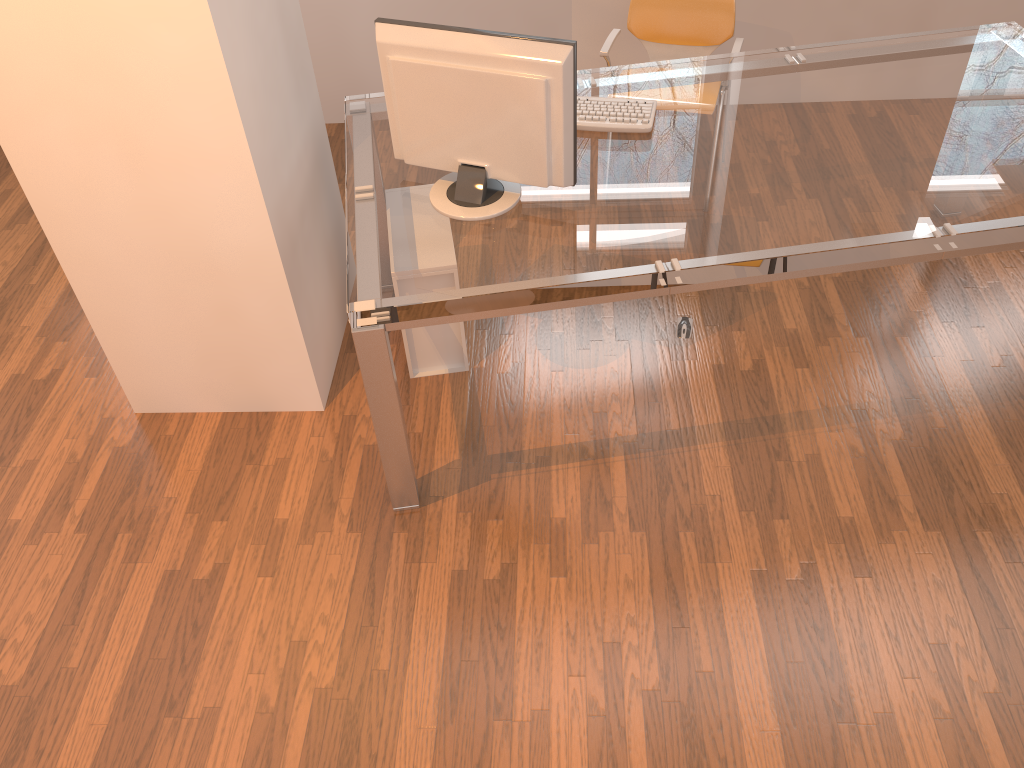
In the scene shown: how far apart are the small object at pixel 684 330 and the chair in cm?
102

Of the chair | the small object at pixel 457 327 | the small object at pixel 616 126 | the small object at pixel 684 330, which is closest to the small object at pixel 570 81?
the small object at pixel 616 126

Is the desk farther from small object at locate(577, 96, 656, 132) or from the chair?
the chair

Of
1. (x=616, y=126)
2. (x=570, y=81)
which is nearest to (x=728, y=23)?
(x=616, y=126)

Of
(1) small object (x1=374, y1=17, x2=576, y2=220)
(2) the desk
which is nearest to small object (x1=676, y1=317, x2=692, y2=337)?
(2) the desk

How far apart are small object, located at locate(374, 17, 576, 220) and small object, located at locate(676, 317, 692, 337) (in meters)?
0.94

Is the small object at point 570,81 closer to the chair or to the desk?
the desk

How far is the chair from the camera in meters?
3.3 m

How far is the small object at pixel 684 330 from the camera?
3.0 meters

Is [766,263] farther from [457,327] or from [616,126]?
[457,327]
